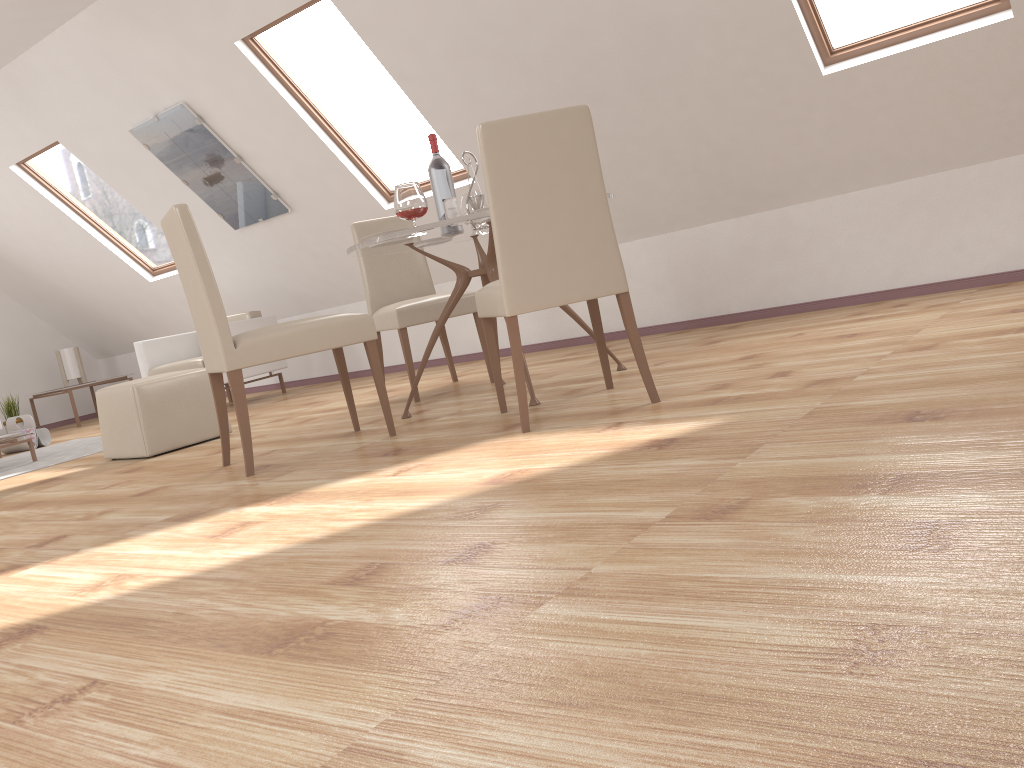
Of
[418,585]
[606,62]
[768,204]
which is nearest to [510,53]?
[606,62]

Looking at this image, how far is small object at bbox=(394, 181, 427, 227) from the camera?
3.45m

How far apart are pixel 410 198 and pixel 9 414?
6.57m

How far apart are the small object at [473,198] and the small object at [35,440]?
4.62m

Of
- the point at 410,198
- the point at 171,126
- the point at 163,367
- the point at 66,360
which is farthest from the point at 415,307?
the point at 66,360

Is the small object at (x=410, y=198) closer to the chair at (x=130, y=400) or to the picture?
the chair at (x=130, y=400)

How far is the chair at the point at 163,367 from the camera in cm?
667

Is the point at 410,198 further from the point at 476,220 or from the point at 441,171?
the point at 441,171

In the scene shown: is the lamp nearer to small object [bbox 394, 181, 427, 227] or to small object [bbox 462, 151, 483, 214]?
small object [bbox 462, 151, 483, 214]

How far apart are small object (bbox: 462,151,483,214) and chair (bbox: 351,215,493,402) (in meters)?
0.76
